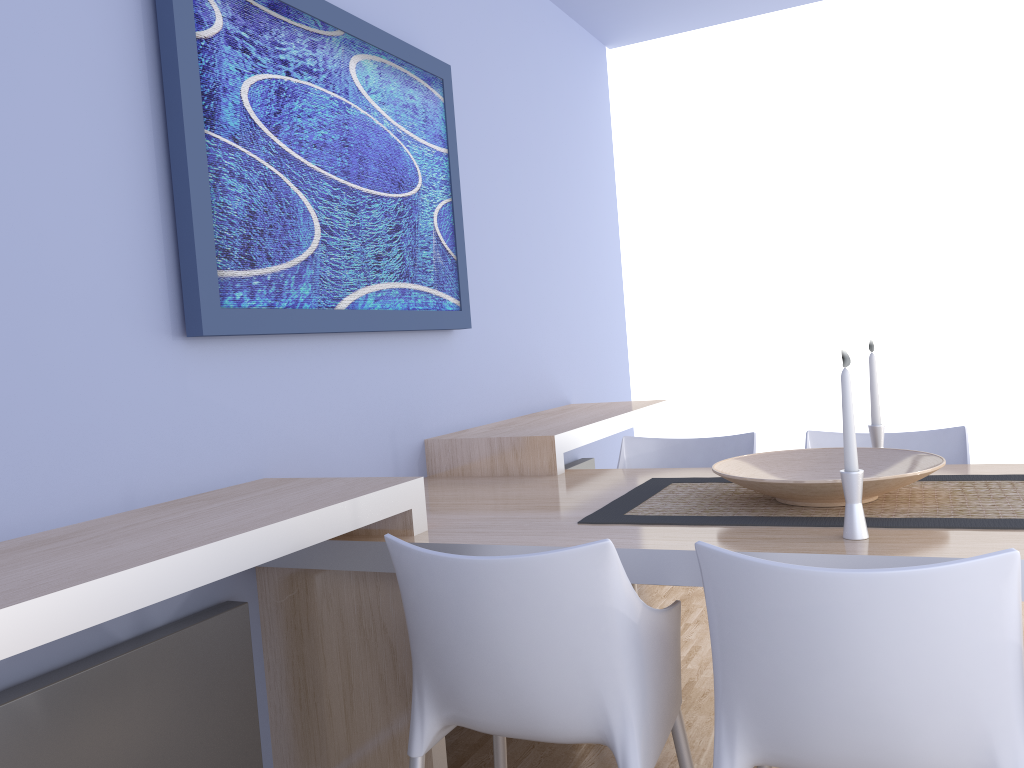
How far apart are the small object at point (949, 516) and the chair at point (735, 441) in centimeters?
47cm

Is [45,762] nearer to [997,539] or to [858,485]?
[858,485]

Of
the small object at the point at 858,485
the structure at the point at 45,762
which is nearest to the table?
the small object at the point at 858,485

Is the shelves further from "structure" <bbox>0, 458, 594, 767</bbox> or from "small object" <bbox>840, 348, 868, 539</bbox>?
"small object" <bbox>840, 348, 868, 539</bbox>

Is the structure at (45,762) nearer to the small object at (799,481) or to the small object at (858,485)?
the small object at (799,481)

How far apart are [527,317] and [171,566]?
2.47m

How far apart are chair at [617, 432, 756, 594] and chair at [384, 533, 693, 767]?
1.14m

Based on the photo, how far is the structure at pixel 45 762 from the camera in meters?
1.5

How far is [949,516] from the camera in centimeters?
A: 172cm

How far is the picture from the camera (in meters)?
1.96
